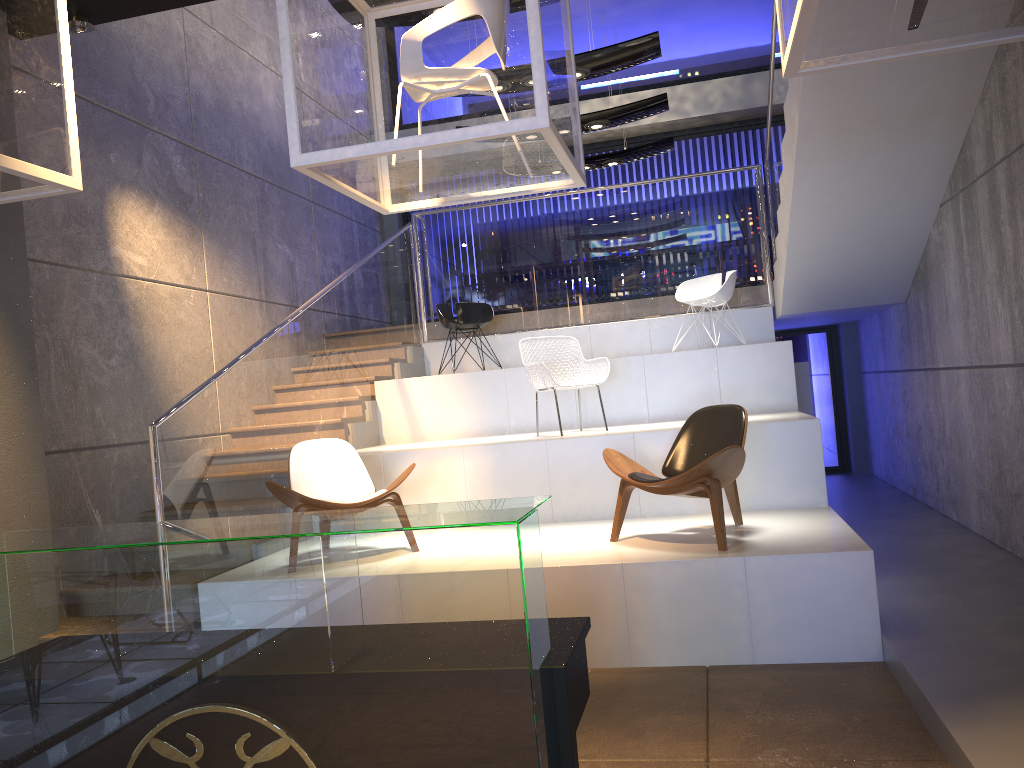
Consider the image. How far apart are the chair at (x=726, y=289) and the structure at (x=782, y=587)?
0.4m

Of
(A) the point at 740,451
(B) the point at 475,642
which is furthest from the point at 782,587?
(B) the point at 475,642

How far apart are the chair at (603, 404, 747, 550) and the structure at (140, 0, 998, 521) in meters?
2.0 m

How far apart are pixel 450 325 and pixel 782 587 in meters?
4.9 m

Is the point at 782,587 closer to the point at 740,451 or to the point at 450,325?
the point at 740,451

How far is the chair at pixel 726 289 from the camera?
8.2m

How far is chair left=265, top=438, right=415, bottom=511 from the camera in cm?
530

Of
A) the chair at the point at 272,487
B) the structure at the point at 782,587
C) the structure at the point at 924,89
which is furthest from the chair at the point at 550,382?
the structure at the point at 924,89

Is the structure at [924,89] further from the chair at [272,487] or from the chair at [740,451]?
the chair at [740,451]

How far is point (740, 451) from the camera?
4.7m
